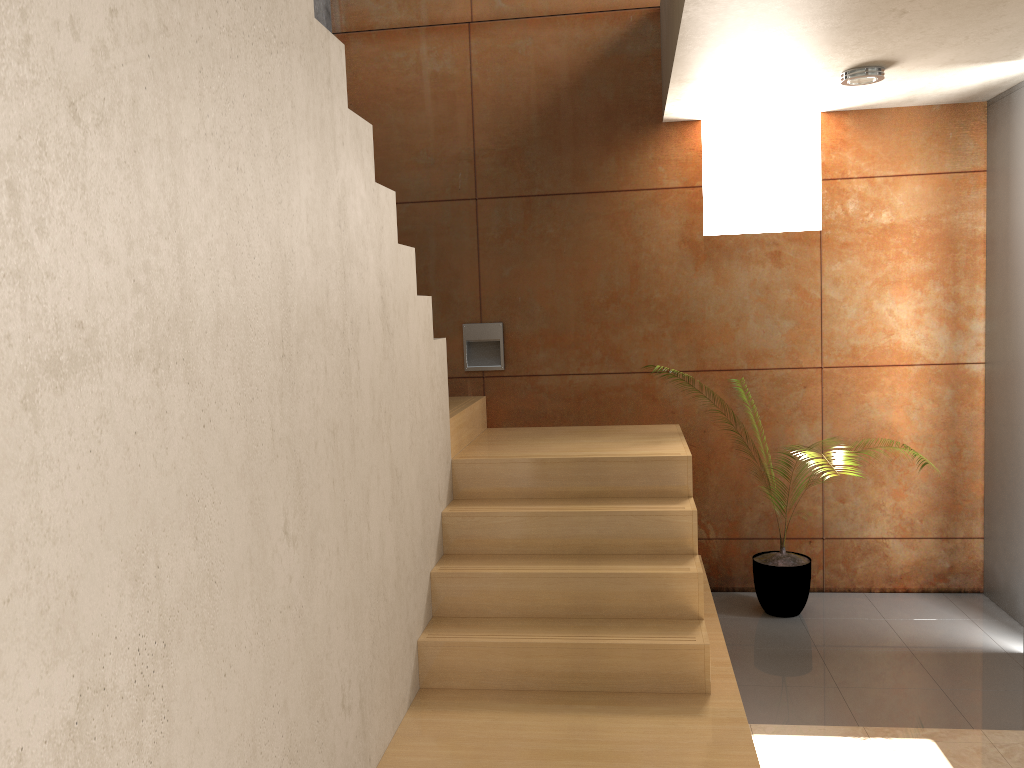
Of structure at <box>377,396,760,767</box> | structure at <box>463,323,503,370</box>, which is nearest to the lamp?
structure at <box>377,396,760,767</box>

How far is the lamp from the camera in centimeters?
368cm

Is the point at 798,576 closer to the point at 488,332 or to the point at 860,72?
the point at 488,332

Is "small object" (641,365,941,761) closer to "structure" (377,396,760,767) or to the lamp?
"structure" (377,396,760,767)

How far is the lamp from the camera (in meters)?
3.68

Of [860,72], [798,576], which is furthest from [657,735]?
[860,72]

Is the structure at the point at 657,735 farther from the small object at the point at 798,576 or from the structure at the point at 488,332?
the small object at the point at 798,576

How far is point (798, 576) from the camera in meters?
4.3 m

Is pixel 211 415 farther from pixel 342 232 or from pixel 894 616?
pixel 894 616

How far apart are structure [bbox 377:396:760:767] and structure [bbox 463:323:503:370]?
0.2m
